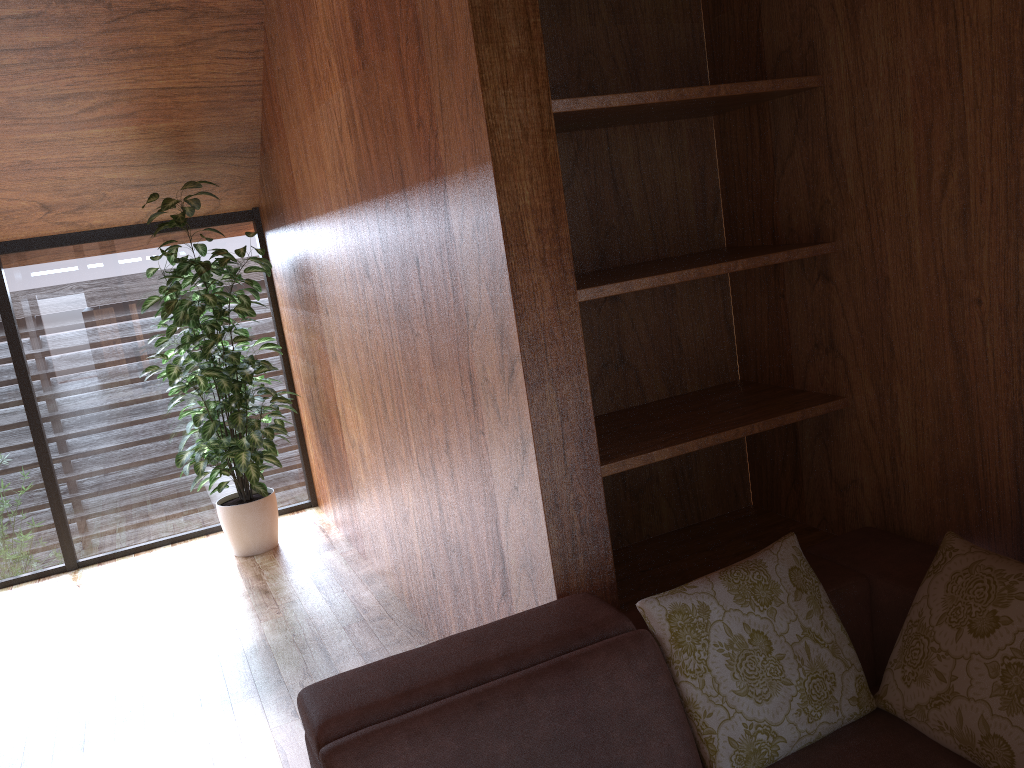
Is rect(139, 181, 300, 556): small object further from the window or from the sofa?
the sofa

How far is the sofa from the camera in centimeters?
145cm

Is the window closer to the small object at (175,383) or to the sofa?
the small object at (175,383)

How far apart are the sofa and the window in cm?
306

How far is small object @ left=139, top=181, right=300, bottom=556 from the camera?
3.75m

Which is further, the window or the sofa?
the window

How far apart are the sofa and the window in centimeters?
306cm

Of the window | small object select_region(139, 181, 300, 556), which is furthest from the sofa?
the window

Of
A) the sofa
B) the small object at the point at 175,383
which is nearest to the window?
the small object at the point at 175,383

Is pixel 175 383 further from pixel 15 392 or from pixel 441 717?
pixel 441 717
